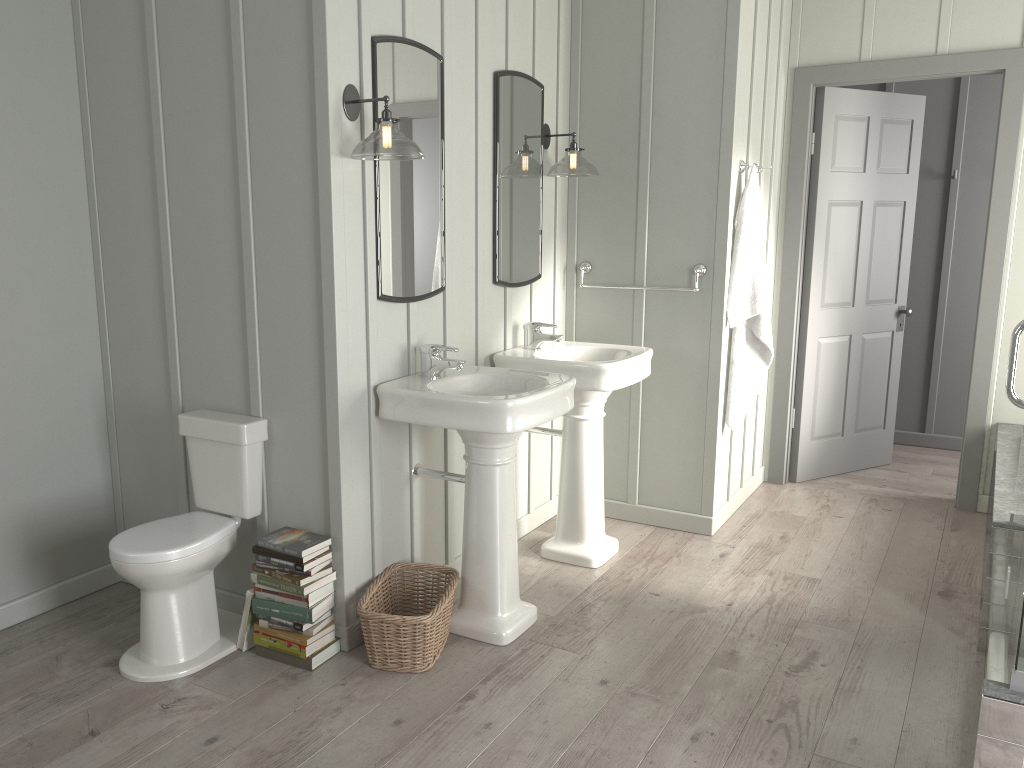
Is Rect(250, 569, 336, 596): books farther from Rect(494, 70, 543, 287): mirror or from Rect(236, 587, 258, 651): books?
Rect(494, 70, 543, 287): mirror

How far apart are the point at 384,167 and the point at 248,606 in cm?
152

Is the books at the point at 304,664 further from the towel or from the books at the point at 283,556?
the towel

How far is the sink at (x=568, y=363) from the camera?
3.49m

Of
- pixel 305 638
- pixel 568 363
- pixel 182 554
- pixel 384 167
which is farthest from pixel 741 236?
pixel 182 554

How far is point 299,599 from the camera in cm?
282

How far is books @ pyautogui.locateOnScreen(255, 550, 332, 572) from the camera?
2.8m

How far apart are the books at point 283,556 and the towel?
2.2m

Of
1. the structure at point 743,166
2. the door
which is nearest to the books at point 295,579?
the structure at point 743,166

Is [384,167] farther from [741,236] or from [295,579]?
[741,236]
